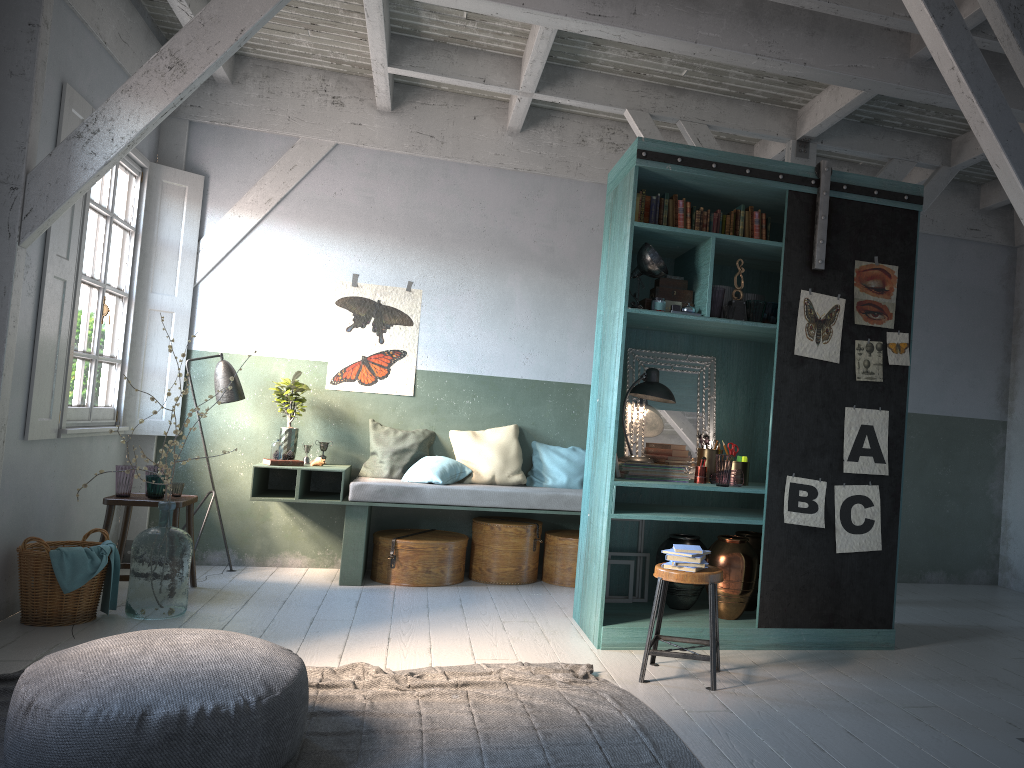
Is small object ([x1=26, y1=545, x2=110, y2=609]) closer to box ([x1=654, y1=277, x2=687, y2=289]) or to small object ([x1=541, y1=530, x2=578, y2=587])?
small object ([x1=541, y1=530, x2=578, y2=587])

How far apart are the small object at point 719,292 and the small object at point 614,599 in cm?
181

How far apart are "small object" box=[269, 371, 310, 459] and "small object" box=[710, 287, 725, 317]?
3.79m

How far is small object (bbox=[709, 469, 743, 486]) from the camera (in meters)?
5.85

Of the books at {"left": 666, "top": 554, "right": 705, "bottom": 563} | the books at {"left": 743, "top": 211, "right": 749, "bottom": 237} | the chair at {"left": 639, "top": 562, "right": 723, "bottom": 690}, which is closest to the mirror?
the books at {"left": 743, "top": 211, "right": 749, "bottom": 237}

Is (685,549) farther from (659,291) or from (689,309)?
(659,291)

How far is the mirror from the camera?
6.4 meters

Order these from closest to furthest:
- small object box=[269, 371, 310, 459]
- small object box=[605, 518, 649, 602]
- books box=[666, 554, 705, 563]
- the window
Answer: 1. books box=[666, 554, 705, 563]
2. small object box=[605, 518, 649, 602]
3. the window
4. small object box=[269, 371, 310, 459]

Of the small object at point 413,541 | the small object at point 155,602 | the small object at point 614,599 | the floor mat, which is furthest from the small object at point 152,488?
the small object at point 614,599

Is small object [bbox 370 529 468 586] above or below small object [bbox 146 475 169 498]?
below
